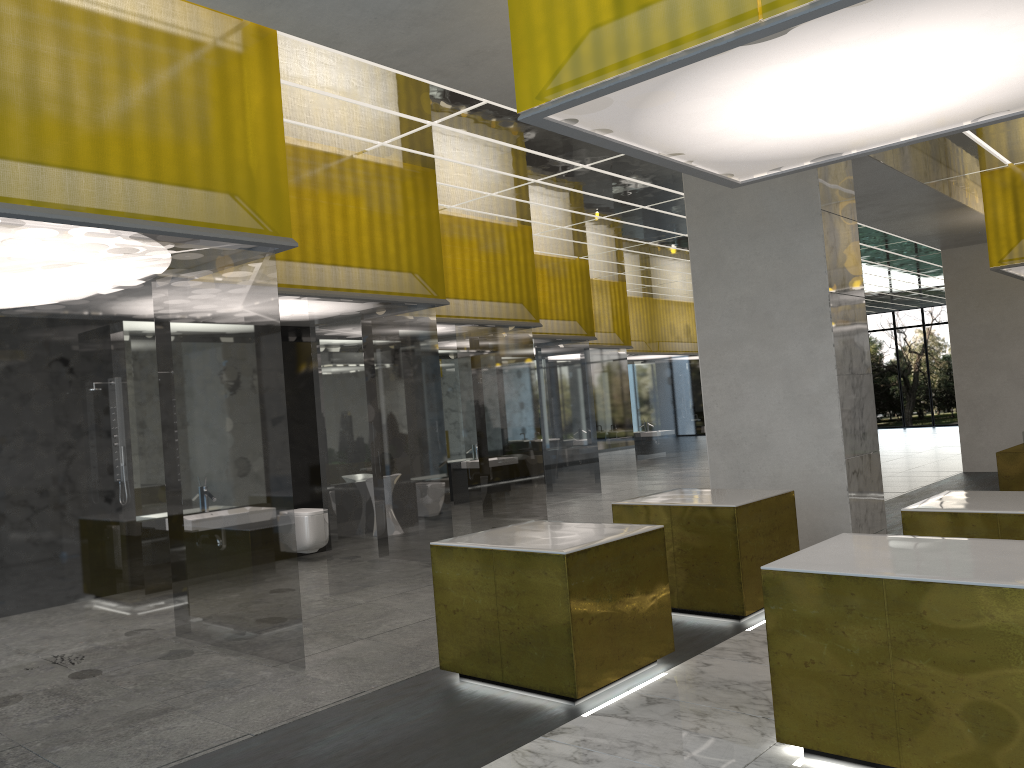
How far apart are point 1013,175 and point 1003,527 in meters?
12.2 m

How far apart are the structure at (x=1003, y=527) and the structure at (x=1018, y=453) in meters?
10.2

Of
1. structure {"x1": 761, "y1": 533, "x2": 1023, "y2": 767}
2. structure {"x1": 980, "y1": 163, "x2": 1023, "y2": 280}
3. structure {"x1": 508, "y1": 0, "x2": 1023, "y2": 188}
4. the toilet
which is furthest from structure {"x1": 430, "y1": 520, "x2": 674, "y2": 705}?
structure {"x1": 980, "y1": 163, "x2": 1023, "y2": 280}

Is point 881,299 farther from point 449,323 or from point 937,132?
point 937,132

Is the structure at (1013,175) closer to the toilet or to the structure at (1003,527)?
the structure at (1003,527)

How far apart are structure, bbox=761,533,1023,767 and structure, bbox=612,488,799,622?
2.24m

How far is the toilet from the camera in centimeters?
1332cm

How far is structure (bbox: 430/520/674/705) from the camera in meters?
6.5

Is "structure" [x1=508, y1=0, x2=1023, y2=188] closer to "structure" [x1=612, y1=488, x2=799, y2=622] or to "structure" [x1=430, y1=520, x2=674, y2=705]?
"structure" [x1=430, y1=520, x2=674, y2=705]

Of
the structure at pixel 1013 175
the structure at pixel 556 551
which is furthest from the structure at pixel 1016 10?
the structure at pixel 1013 175
